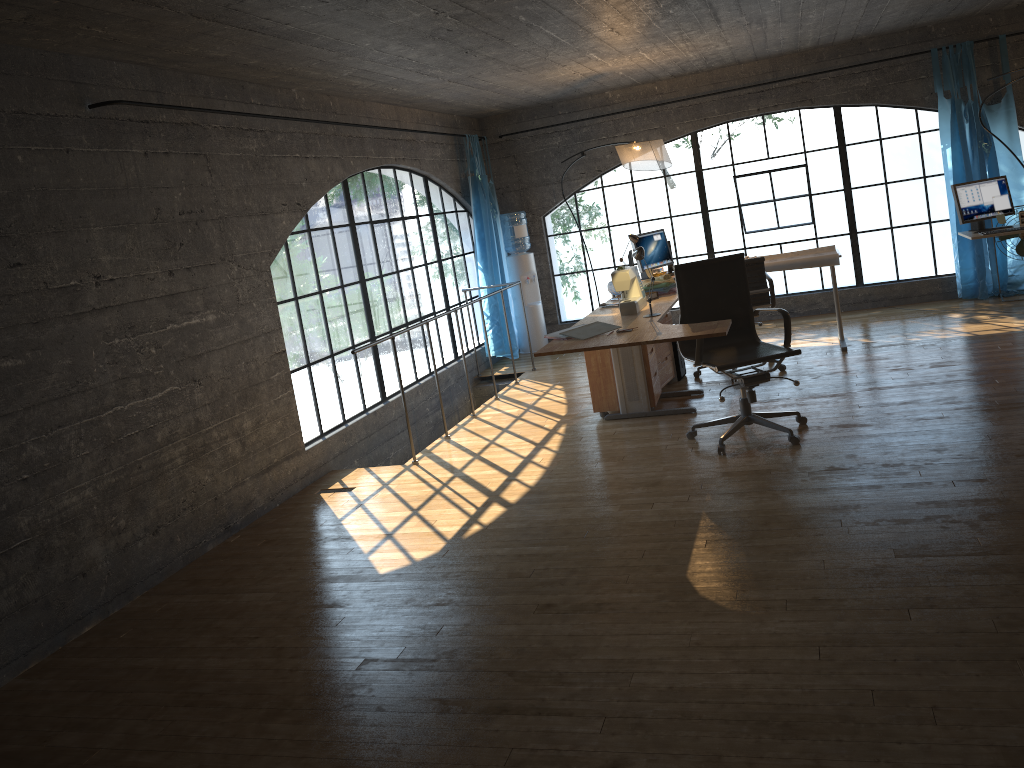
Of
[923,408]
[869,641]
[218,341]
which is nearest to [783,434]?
[923,408]

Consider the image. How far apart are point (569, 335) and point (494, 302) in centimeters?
382cm

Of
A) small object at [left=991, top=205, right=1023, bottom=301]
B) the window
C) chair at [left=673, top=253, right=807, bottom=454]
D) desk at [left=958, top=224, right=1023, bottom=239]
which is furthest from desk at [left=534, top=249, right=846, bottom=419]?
small object at [left=991, top=205, right=1023, bottom=301]

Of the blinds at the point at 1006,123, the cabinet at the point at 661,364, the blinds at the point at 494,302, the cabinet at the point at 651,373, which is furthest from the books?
the blinds at the point at 1006,123

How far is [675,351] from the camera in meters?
6.7 m

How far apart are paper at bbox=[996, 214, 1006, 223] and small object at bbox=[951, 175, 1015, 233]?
0.0 meters

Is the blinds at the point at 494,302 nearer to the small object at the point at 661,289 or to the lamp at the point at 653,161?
the lamp at the point at 653,161

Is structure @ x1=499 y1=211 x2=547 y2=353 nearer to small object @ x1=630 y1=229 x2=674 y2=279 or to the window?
the window

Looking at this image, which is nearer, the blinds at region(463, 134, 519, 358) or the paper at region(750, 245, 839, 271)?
the paper at region(750, 245, 839, 271)

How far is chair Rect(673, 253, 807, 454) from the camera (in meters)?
4.79
